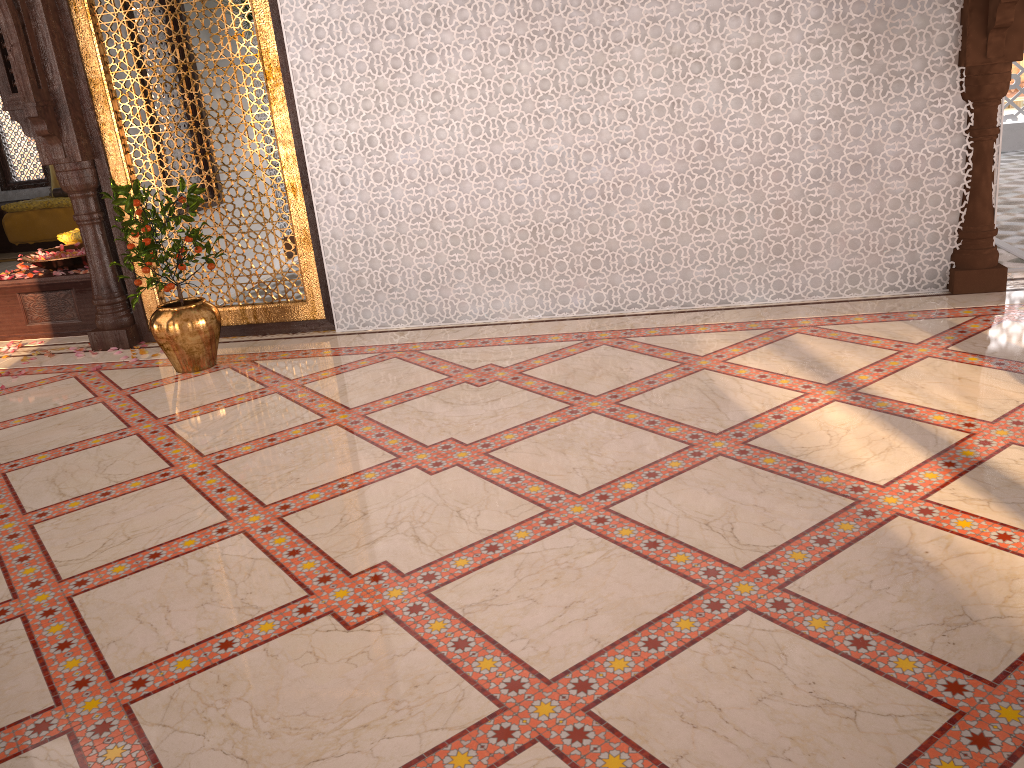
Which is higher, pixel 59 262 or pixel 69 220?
pixel 59 262

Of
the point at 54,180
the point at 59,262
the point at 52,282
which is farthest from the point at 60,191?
the point at 52,282

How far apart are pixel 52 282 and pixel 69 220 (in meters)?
5.06

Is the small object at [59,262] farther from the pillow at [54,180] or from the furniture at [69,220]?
the pillow at [54,180]

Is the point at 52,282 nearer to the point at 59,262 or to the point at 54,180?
the point at 59,262

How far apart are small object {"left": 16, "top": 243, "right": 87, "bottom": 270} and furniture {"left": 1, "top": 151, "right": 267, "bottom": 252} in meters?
4.6 m

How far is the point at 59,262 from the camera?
5.9m

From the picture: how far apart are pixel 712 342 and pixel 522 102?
1.63m

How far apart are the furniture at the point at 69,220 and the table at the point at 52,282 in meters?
4.7

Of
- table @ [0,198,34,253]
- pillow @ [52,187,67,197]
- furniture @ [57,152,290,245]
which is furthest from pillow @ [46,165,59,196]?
furniture @ [57,152,290,245]
